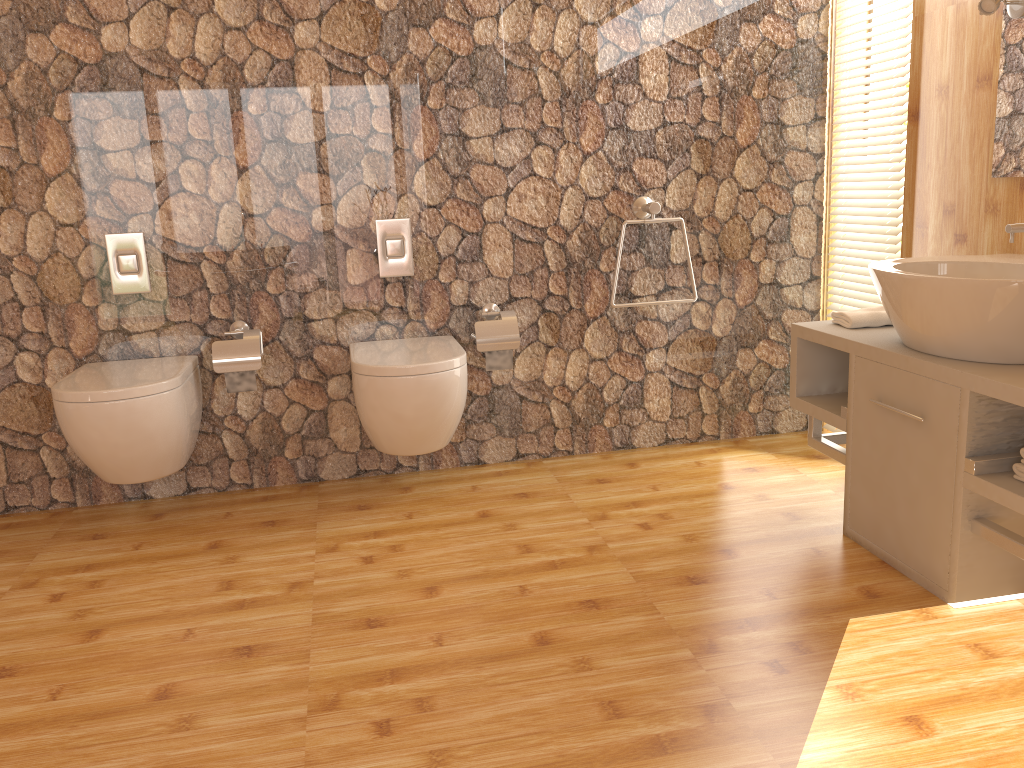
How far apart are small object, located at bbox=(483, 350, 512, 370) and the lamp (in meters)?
1.73

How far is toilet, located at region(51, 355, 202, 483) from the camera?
2.55m

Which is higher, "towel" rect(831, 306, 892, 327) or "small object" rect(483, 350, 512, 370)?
"towel" rect(831, 306, 892, 327)

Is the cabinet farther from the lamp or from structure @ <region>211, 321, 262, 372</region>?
structure @ <region>211, 321, 262, 372</region>

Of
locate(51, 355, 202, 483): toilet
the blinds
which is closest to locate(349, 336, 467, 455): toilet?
locate(51, 355, 202, 483): toilet

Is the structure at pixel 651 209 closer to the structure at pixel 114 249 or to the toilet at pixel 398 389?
the toilet at pixel 398 389

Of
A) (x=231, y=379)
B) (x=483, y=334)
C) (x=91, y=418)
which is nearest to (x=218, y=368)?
(x=231, y=379)

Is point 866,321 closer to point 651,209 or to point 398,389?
point 651,209

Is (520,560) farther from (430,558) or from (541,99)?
(541,99)

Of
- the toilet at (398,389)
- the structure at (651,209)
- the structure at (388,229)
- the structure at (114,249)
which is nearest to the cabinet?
the structure at (651,209)
